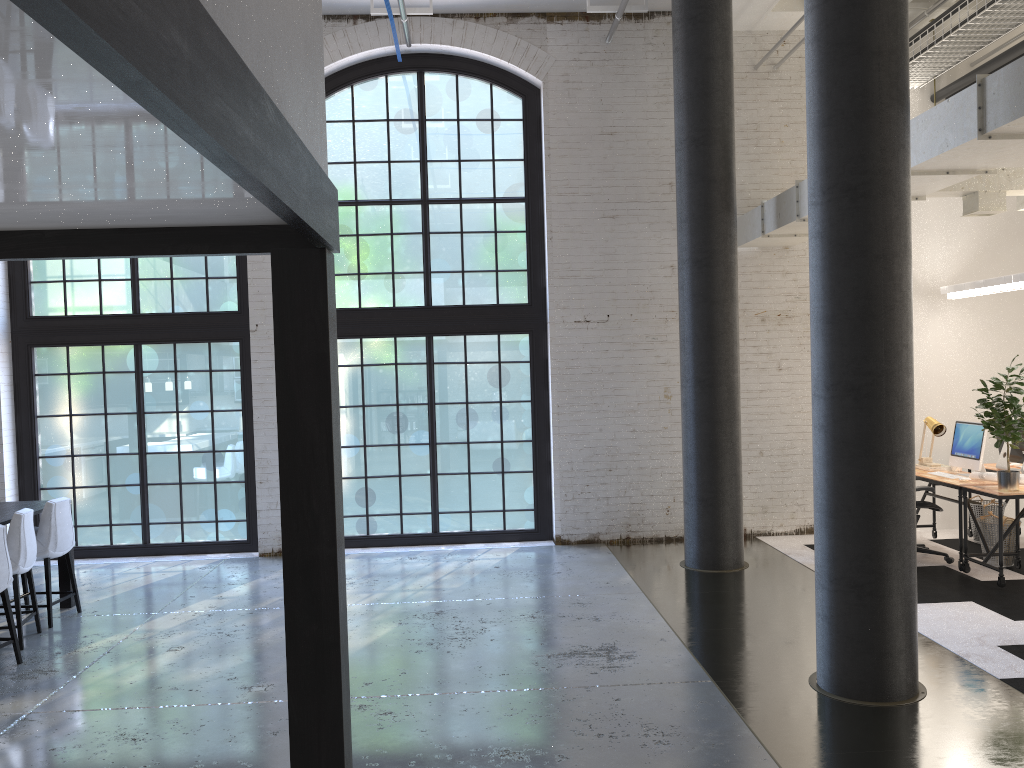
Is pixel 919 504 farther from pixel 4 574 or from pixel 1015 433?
pixel 4 574

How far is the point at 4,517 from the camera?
6.36m

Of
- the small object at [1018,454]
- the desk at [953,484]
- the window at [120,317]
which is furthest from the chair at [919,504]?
the window at [120,317]

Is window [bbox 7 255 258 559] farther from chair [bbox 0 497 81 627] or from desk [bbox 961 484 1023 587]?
desk [bbox 961 484 1023 587]

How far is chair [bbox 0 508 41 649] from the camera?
6.1m

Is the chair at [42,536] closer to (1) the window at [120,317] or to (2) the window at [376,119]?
(1) the window at [120,317]

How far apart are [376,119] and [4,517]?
5.2m

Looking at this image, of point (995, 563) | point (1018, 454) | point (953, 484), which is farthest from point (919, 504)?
point (1018, 454)

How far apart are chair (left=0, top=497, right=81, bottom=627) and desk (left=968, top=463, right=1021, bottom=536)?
8.1m

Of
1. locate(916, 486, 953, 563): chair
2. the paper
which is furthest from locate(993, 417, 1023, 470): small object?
locate(916, 486, 953, 563): chair
